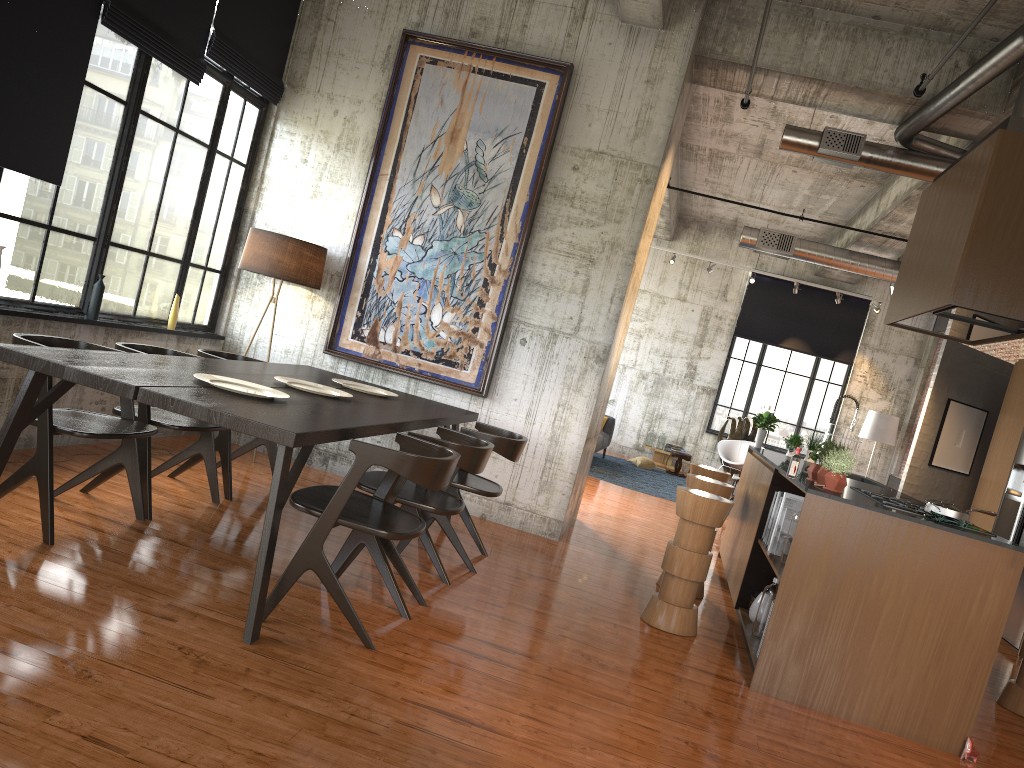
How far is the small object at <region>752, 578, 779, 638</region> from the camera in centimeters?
613cm

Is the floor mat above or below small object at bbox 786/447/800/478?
below

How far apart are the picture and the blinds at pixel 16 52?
2.8 meters

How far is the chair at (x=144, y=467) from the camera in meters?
5.5 m

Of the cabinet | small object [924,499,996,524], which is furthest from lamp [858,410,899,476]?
small object [924,499,996,524]

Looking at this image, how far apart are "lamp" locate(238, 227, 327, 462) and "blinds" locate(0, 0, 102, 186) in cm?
198

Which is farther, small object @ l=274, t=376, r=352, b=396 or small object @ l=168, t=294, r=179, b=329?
small object @ l=168, t=294, r=179, b=329

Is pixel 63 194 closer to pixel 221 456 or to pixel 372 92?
pixel 221 456

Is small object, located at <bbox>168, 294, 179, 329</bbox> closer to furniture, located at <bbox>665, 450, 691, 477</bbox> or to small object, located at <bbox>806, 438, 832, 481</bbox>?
small object, located at <bbox>806, 438, 832, 481</bbox>

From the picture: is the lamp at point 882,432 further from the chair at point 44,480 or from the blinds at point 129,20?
the chair at point 44,480
